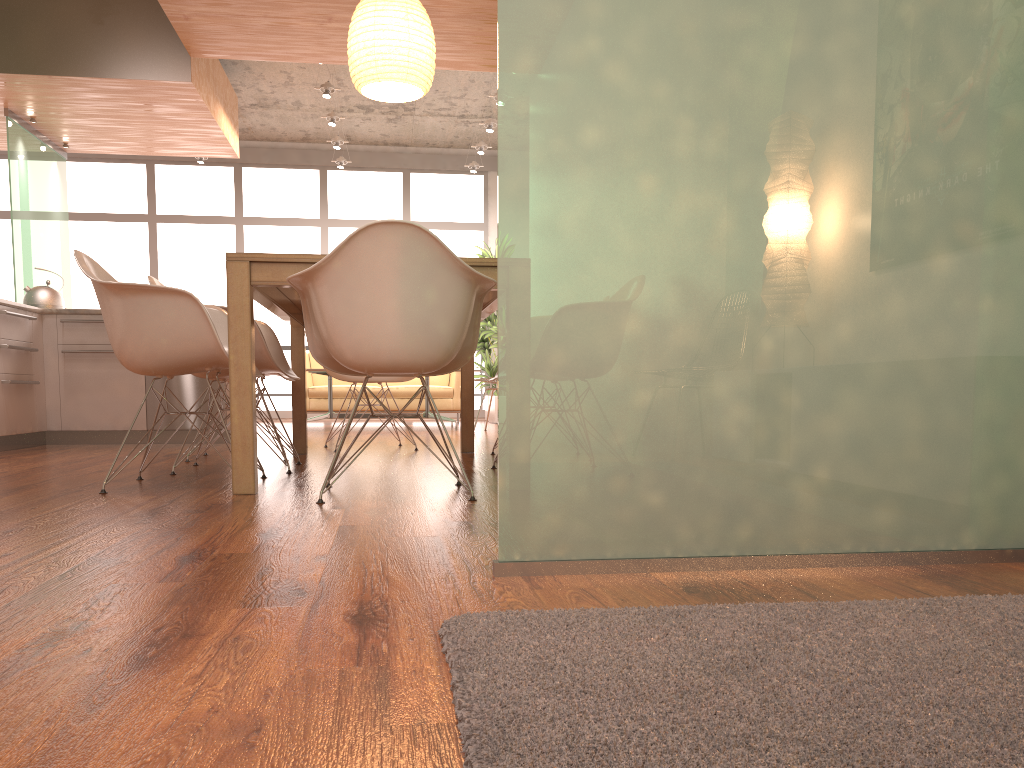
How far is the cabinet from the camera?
5.38m

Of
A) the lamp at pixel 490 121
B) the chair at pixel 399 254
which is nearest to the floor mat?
the chair at pixel 399 254

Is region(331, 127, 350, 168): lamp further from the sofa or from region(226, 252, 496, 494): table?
region(226, 252, 496, 494): table

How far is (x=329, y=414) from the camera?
8.46m

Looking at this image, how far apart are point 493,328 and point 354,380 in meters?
4.8 m

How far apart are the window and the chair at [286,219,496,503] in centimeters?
813cm

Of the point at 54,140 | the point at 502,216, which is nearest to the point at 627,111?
the point at 502,216

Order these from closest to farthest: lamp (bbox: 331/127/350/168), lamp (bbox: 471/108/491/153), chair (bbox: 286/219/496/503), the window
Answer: chair (bbox: 286/219/496/503), lamp (bbox: 471/108/491/153), lamp (bbox: 331/127/350/168), the window

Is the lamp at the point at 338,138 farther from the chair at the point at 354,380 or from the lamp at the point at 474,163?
the chair at the point at 354,380

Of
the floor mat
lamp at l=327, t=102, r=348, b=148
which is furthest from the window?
the floor mat
